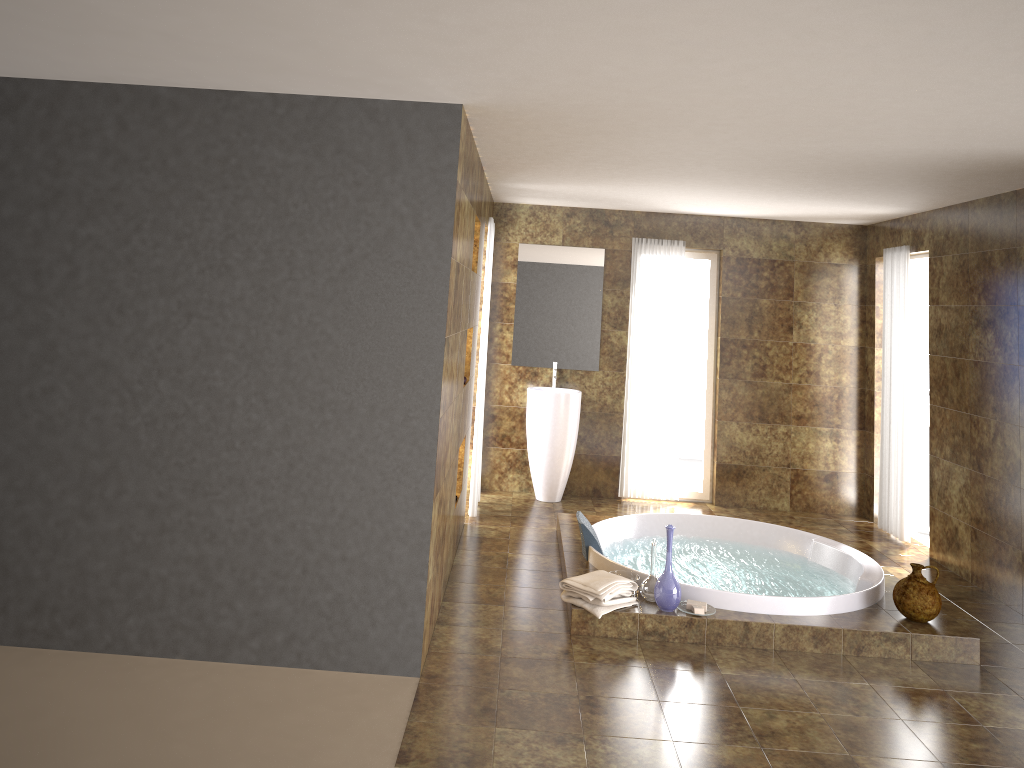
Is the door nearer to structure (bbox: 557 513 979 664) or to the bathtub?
structure (bbox: 557 513 979 664)

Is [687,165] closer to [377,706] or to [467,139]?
[467,139]

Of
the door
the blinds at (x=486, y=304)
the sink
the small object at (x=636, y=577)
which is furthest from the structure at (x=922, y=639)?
the door

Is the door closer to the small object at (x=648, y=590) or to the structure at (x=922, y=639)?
the structure at (x=922, y=639)

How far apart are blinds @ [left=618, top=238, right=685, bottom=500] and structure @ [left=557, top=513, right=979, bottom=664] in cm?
129

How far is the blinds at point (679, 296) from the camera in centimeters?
764cm

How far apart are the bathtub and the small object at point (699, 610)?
0.20m

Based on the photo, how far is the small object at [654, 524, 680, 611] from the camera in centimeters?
462cm

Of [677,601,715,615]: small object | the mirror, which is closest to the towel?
[677,601,715,615]: small object

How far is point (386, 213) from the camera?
3.9m
